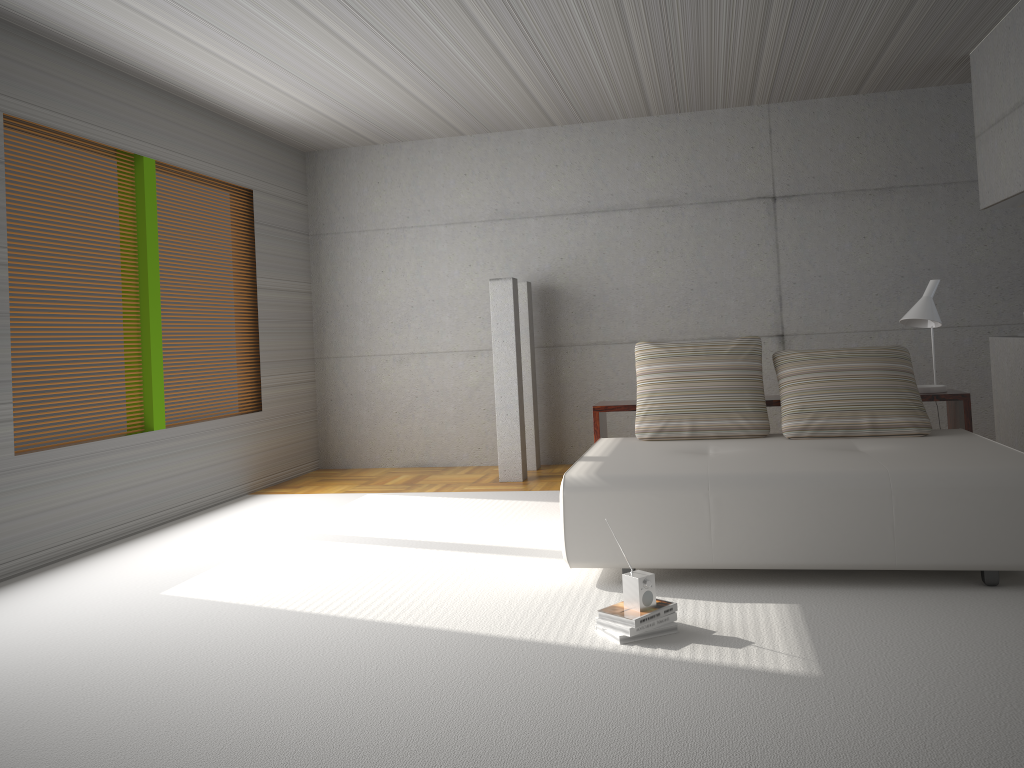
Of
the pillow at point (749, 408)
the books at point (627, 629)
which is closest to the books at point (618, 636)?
the books at point (627, 629)

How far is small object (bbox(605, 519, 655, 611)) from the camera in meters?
3.5

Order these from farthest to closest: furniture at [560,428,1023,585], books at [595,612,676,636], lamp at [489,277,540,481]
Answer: lamp at [489,277,540,481] → furniture at [560,428,1023,585] → books at [595,612,676,636]

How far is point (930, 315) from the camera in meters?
5.4

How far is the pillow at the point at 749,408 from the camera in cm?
525

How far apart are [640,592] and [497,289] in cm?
420

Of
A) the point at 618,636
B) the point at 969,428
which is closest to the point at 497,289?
the point at 969,428

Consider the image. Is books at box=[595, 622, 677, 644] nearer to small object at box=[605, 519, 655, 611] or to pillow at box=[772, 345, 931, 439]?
small object at box=[605, 519, 655, 611]

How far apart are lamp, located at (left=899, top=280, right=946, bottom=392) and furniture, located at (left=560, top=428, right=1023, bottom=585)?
0.4m

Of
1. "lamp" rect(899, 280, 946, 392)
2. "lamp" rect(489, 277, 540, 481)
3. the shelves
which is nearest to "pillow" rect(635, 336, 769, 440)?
the shelves
